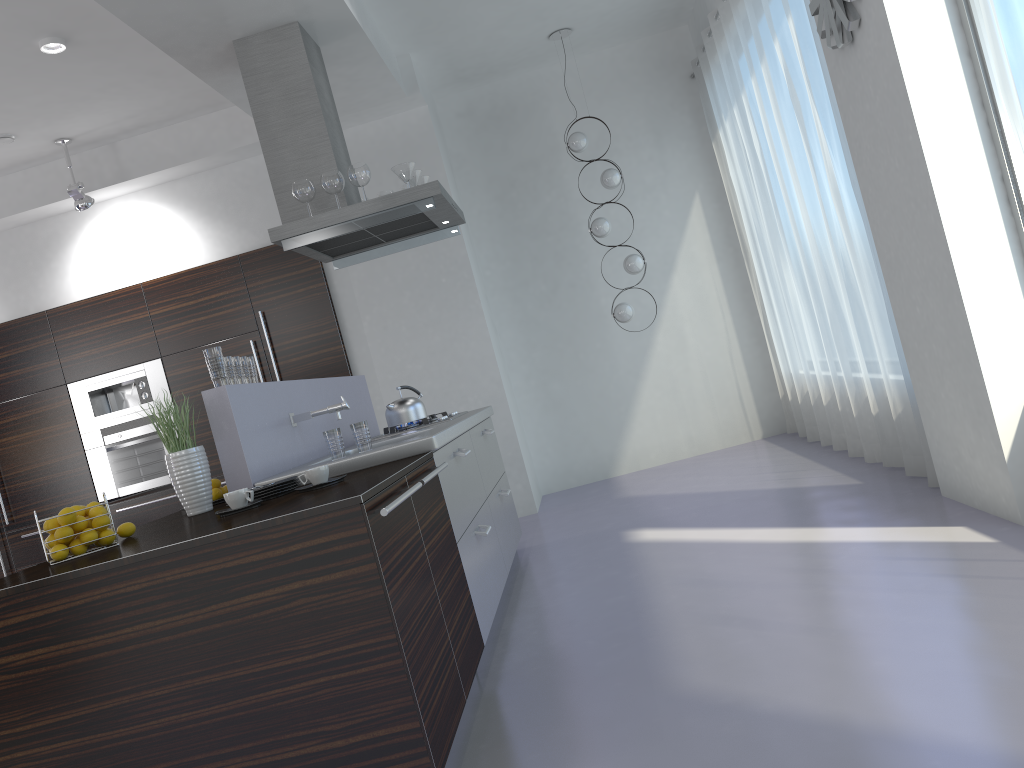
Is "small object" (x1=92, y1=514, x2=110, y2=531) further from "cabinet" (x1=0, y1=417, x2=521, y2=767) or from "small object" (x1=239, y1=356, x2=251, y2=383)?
"small object" (x1=239, y1=356, x2=251, y2=383)

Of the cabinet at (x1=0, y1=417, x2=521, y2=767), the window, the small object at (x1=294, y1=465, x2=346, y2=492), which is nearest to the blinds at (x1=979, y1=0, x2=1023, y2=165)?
the window

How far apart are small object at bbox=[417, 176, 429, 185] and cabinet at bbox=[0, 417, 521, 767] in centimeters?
143cm

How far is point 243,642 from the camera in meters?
2.3

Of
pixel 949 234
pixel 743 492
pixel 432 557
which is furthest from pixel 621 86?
pixel 432 557

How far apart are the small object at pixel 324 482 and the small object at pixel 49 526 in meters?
0.8 m

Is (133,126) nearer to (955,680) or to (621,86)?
(621,86)

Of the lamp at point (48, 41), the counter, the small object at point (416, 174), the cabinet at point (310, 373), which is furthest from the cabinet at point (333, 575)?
the lamp at point (48, 41)

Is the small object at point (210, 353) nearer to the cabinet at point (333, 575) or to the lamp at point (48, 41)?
the cabinet at point (333, 575)

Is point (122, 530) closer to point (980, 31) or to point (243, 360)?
point (243, 360)
